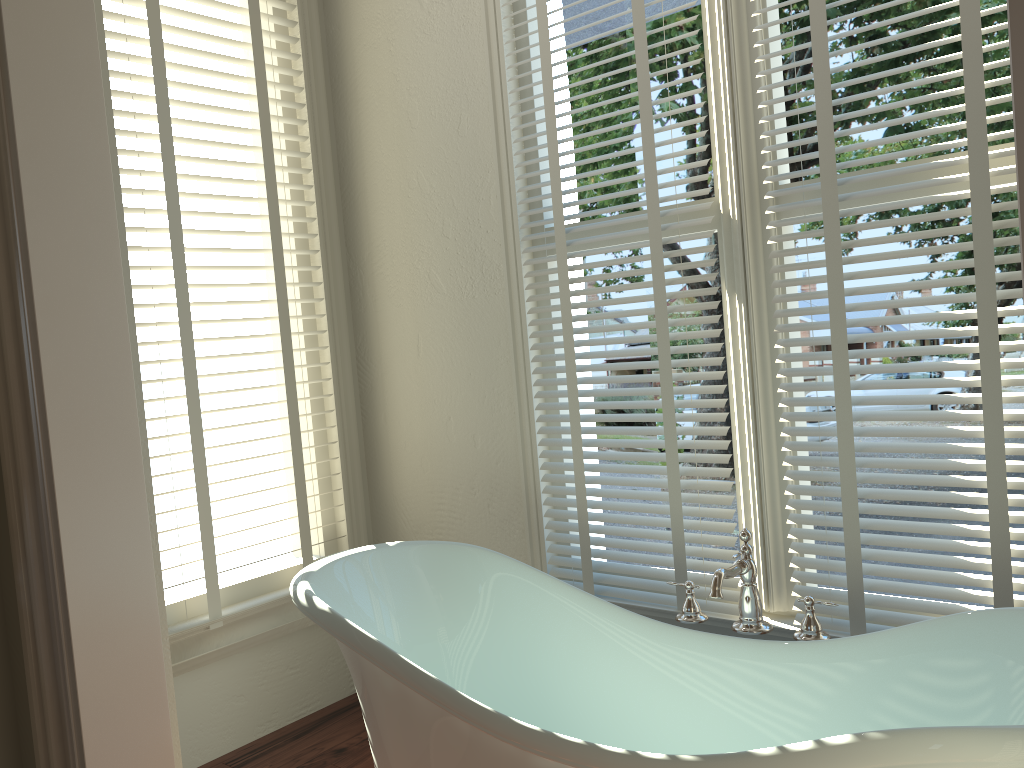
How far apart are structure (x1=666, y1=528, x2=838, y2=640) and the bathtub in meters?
0.1

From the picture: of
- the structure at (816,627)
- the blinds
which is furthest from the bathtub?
the blinds

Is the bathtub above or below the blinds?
below

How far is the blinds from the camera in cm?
173

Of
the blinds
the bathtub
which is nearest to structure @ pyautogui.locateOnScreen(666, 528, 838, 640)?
the bathtub

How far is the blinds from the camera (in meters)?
1.73

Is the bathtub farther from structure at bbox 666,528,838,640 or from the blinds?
the blinds

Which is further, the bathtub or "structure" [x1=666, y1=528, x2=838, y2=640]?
"structure" [x1=666, y1=528, x2=838, y2=640]

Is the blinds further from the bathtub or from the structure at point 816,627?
the bathtub

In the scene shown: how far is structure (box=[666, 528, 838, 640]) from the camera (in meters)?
1.75
